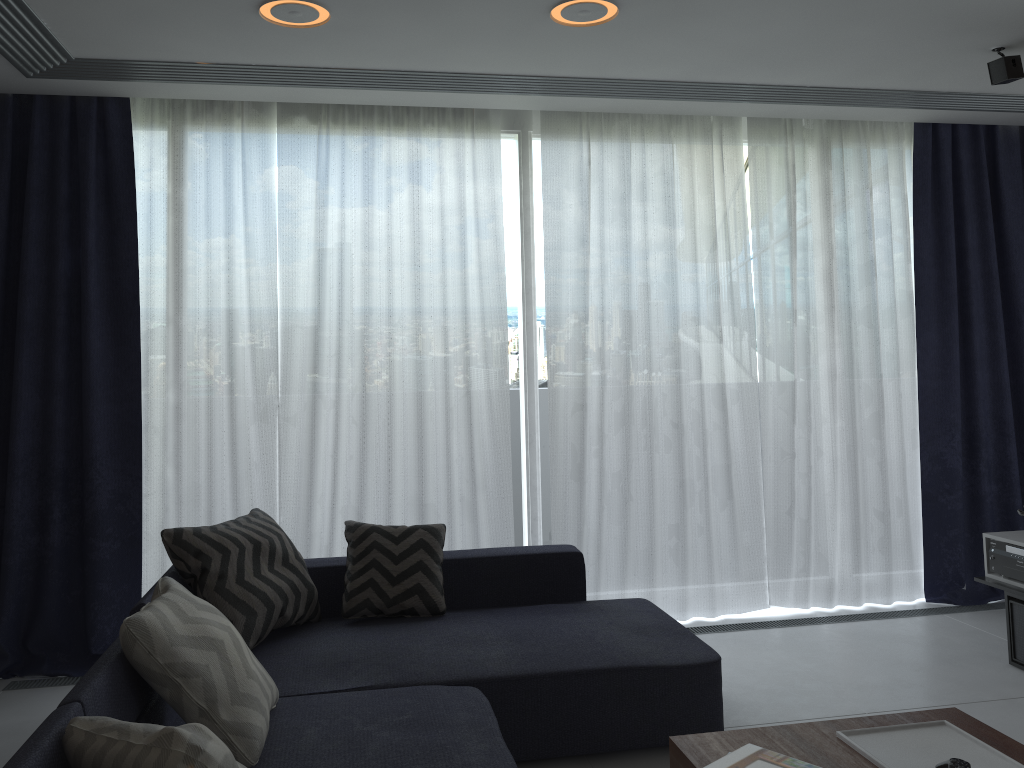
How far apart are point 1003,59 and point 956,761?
2.8 meters

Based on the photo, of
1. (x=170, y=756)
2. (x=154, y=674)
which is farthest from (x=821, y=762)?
(x=154, y=674)

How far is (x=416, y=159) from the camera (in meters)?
4.26

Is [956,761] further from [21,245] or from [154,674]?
[21,245]

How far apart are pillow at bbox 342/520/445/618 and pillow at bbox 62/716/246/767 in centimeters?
172cm

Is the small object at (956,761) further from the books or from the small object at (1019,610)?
the small object at (1019,610)

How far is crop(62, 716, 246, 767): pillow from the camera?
1.55m

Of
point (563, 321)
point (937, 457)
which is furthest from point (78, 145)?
point (937, 457)

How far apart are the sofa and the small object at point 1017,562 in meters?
1.6

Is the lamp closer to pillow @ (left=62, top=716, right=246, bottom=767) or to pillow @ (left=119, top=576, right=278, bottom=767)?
pillow @ (left=119, top=576, right=278, bottom=767)
